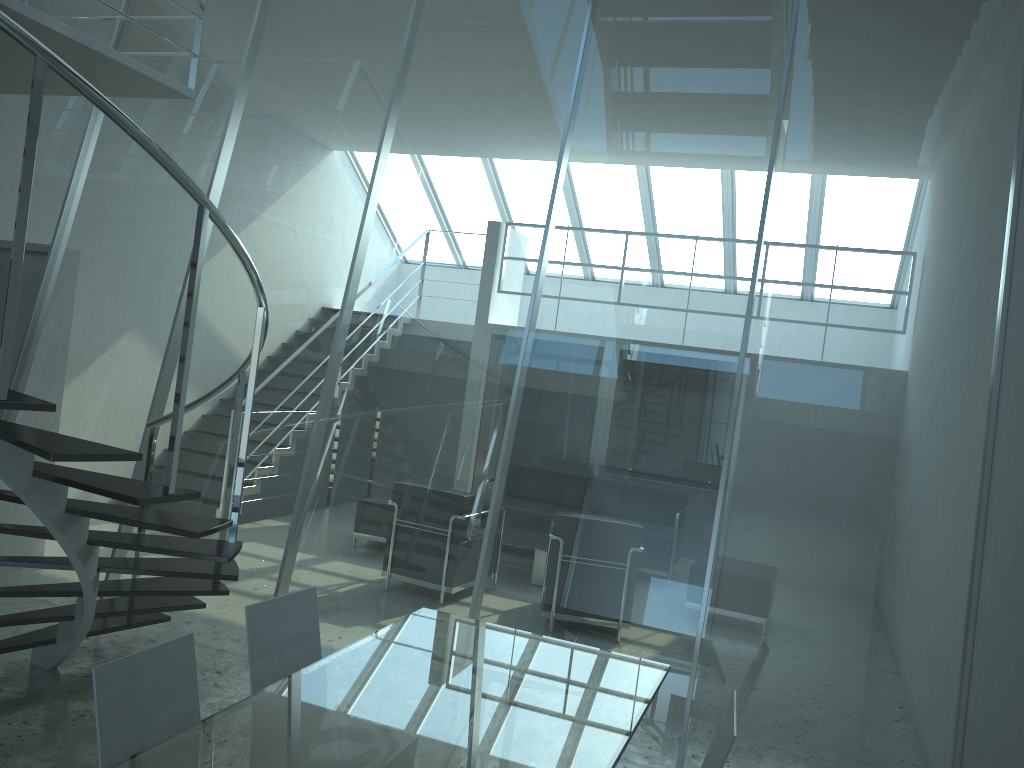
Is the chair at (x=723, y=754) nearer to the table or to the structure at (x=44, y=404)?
the table

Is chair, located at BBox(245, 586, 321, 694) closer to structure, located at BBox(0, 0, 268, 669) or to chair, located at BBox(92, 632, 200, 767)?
chair, located at BBox(92, 632, 200, 767)

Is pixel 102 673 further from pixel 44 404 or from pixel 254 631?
pixel 44 404

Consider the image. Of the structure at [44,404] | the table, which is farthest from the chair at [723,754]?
the structure at [44,404]

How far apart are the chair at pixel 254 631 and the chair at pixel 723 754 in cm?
136

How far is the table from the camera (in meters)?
2.20

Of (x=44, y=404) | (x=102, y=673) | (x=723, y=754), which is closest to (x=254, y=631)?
(x=102, y=673)

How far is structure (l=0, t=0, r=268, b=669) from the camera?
2.8 meters

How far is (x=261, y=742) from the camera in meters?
2.2 m

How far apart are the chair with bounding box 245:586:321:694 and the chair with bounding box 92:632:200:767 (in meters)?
0.32
